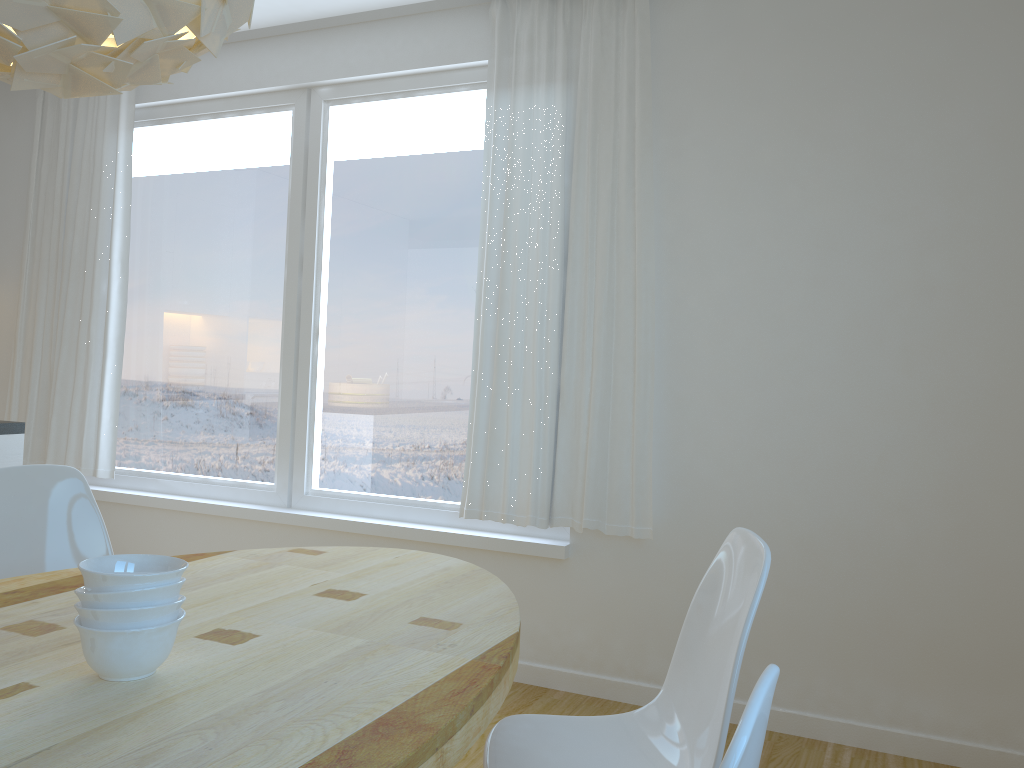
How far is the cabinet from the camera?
3.1m

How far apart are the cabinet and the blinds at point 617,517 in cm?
161

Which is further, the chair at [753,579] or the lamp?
the chair at [753,579]

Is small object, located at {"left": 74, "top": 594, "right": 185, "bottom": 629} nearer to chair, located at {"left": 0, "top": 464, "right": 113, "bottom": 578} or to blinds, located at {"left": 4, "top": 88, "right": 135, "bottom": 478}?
chair, located at {"left": 0, "top": 464, "right": 113, "bottom": 578}

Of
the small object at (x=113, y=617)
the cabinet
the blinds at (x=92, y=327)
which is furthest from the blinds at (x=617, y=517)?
the small object at (x=113, y=617)

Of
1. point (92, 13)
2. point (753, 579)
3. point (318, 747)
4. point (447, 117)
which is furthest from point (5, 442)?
point (753, 579)

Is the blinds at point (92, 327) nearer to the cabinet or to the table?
the cabinet

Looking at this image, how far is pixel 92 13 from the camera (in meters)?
1.19

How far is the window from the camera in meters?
3.7 m

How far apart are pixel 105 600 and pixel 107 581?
0.03m
